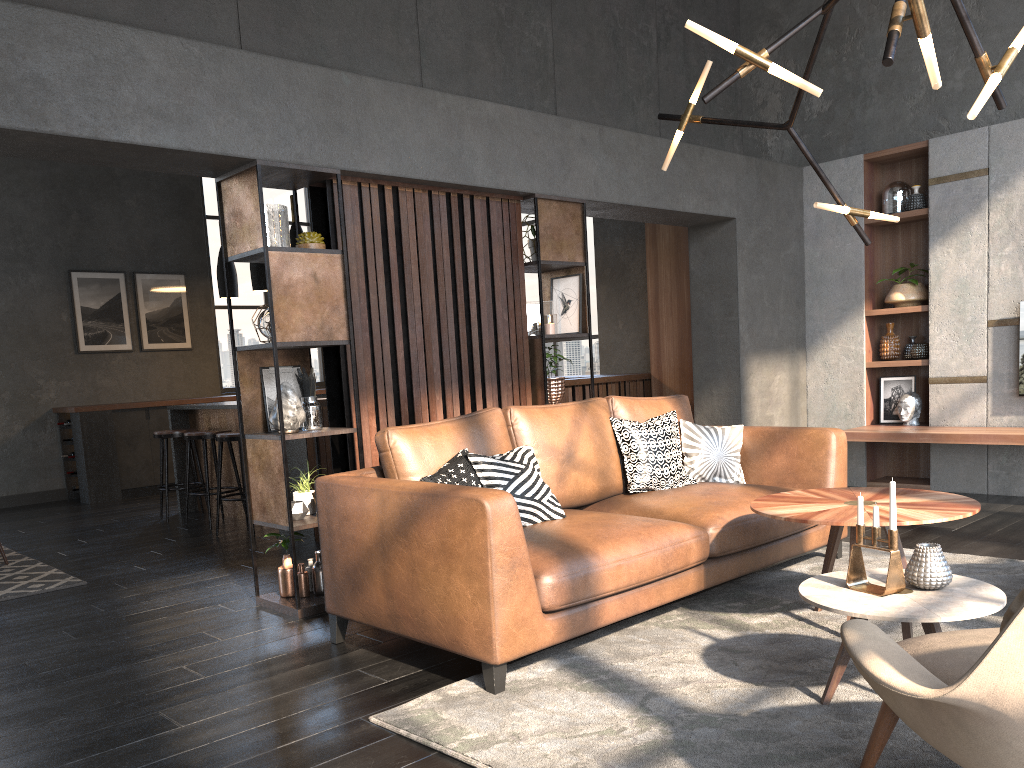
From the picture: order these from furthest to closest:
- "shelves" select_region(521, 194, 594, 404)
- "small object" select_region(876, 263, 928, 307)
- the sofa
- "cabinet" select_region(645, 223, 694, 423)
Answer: "cabinet" select_region(645, 223, 694, 423)
"small object" select_region(876, 263, 928, 307)
"shelves" select_region(521, 194, 594, 404)
the sofa

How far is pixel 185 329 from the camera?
9.92m

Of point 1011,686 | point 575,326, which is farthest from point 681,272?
point 1011,686

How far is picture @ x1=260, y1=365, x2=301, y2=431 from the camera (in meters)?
4.34

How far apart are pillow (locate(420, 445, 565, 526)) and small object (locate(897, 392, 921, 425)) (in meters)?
3.96

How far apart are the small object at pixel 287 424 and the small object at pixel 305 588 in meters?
0.5 m

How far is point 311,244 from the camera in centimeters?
421cm

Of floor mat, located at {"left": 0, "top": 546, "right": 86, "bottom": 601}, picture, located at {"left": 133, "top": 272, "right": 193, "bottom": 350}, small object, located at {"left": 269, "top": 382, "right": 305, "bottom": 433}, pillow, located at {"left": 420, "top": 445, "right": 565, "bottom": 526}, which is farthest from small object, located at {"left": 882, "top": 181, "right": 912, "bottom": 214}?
picture, located at {"left": 133, "top": 272, "right": 193, "bottom": 350}

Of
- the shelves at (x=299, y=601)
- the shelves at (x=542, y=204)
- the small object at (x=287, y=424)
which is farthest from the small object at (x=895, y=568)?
the shelves at (x=542, y=204)

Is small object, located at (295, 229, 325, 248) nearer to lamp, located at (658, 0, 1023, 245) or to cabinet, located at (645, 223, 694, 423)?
lamp, located at (658, 0, 1023, 245)
